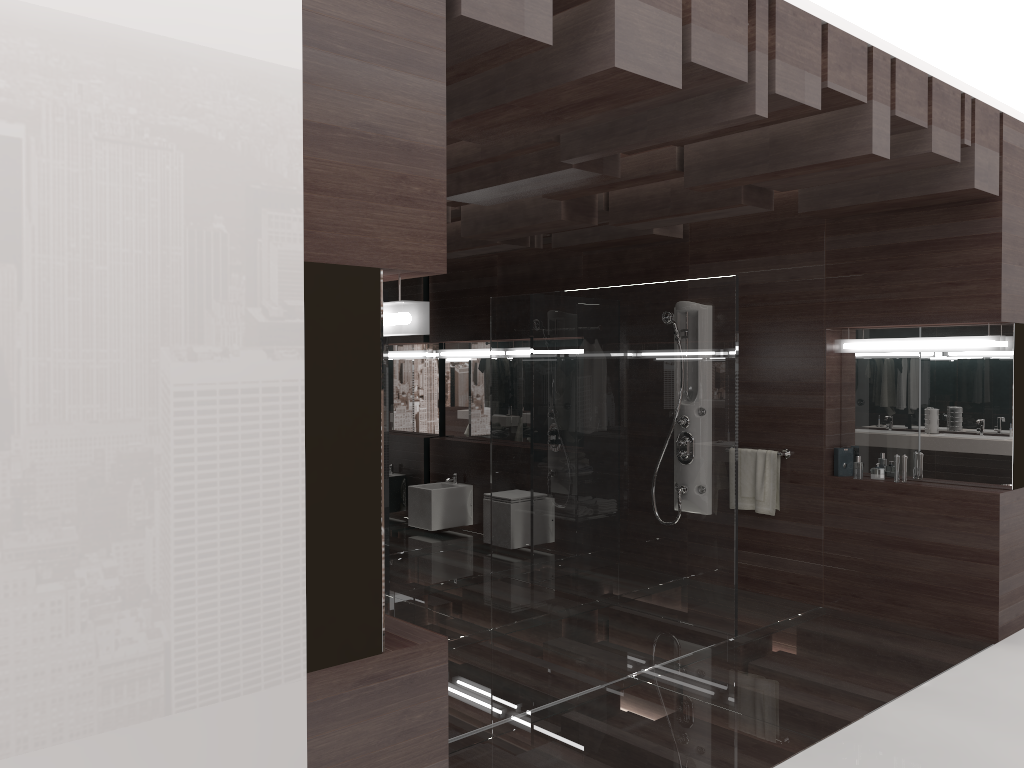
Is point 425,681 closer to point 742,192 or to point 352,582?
point 352,582

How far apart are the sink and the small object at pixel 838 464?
3.5 meters

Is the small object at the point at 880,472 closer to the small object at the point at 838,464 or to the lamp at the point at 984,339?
the small object at the point at 838,464

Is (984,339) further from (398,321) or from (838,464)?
(398,321)

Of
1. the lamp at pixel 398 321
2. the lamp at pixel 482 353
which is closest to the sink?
the lamp at pixel 482 353

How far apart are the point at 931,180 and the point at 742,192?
1.0 meters

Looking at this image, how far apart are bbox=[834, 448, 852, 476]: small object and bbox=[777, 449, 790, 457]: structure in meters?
0.3 m

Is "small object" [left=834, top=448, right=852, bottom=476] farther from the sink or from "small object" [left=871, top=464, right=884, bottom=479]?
the sink

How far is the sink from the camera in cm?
776

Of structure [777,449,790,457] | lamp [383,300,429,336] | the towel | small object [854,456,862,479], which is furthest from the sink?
lamp [383,300,429,336]
